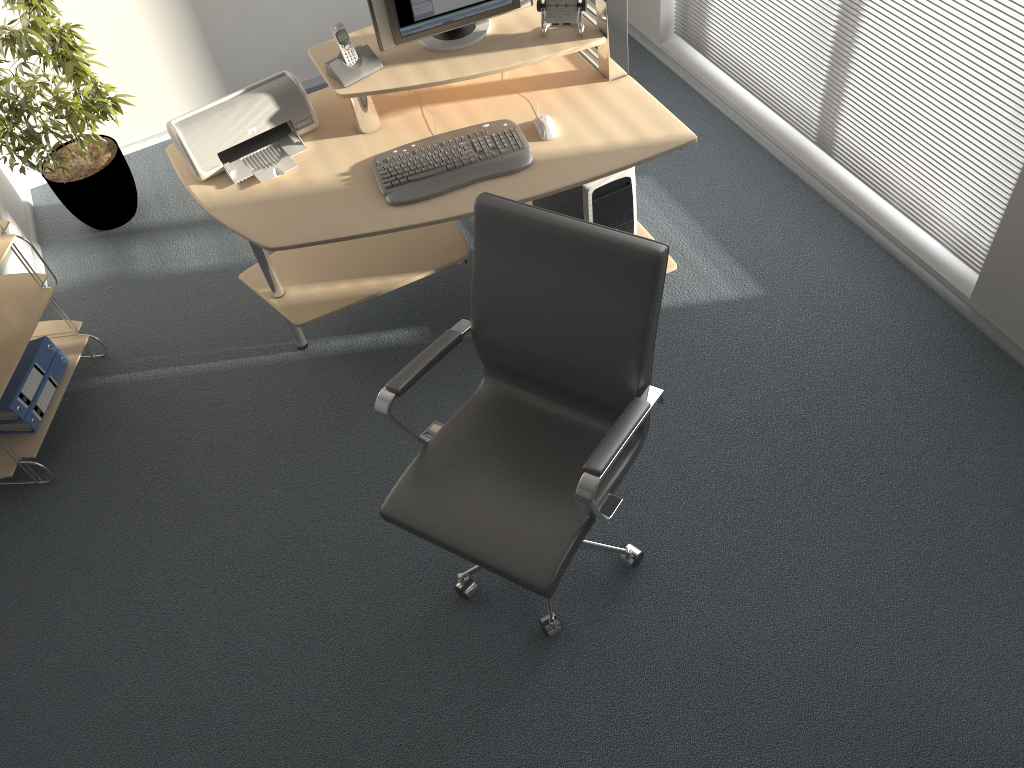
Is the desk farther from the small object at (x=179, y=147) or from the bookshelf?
the bookshelf

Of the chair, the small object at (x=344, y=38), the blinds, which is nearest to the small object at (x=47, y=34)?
the small object at (x=344, y=38)

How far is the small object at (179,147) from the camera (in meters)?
2.75

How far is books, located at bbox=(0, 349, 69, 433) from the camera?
3.02m

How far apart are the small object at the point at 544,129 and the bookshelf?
1.76m

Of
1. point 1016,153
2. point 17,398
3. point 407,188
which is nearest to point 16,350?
point 17,398

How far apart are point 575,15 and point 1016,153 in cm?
140

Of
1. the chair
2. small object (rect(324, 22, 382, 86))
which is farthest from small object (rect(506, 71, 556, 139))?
the chair

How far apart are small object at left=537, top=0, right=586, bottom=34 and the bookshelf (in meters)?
1.87

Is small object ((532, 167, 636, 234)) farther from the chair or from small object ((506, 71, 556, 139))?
the chair
